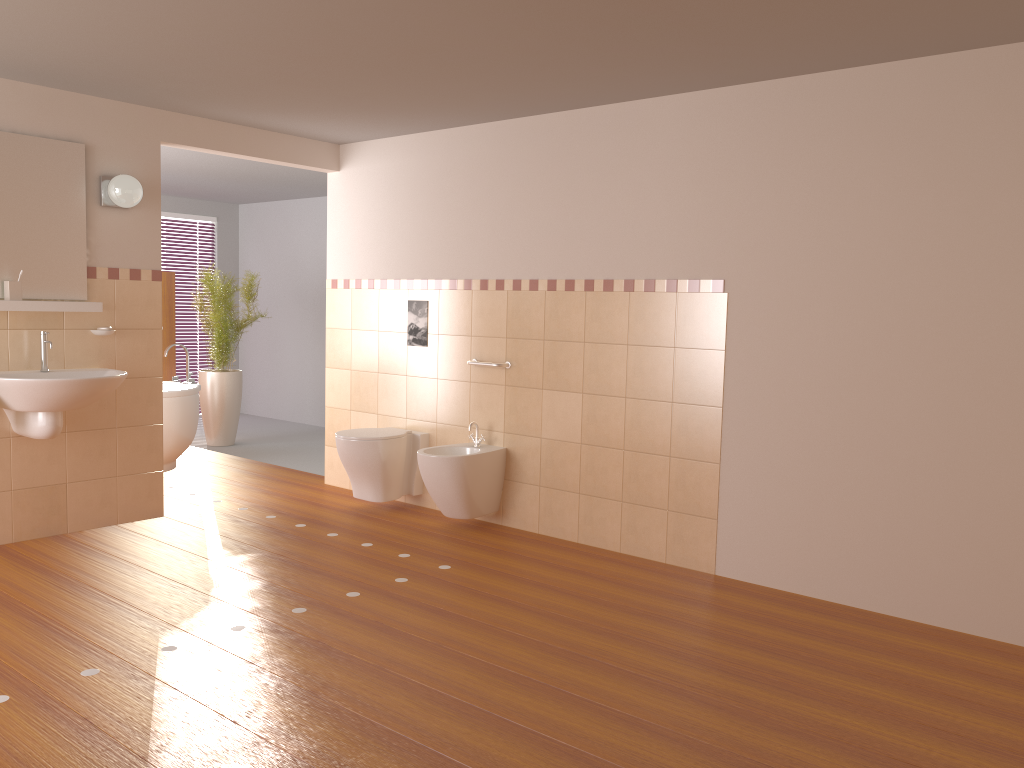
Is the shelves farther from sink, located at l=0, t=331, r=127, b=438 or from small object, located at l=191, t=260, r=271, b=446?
small object, located at l=191, t=260, r=271, b=446

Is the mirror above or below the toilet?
above

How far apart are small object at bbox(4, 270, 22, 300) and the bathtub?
1.97m

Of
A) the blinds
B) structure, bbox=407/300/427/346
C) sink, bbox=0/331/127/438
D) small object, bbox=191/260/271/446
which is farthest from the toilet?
the blinds

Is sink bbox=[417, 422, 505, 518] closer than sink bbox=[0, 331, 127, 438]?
No

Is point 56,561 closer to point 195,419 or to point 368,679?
point 368,679

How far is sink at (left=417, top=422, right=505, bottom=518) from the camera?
4.69m

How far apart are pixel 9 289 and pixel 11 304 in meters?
0.1

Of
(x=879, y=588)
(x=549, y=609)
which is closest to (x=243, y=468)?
(x=549, y=609)

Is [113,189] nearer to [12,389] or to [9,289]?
[9,289]
